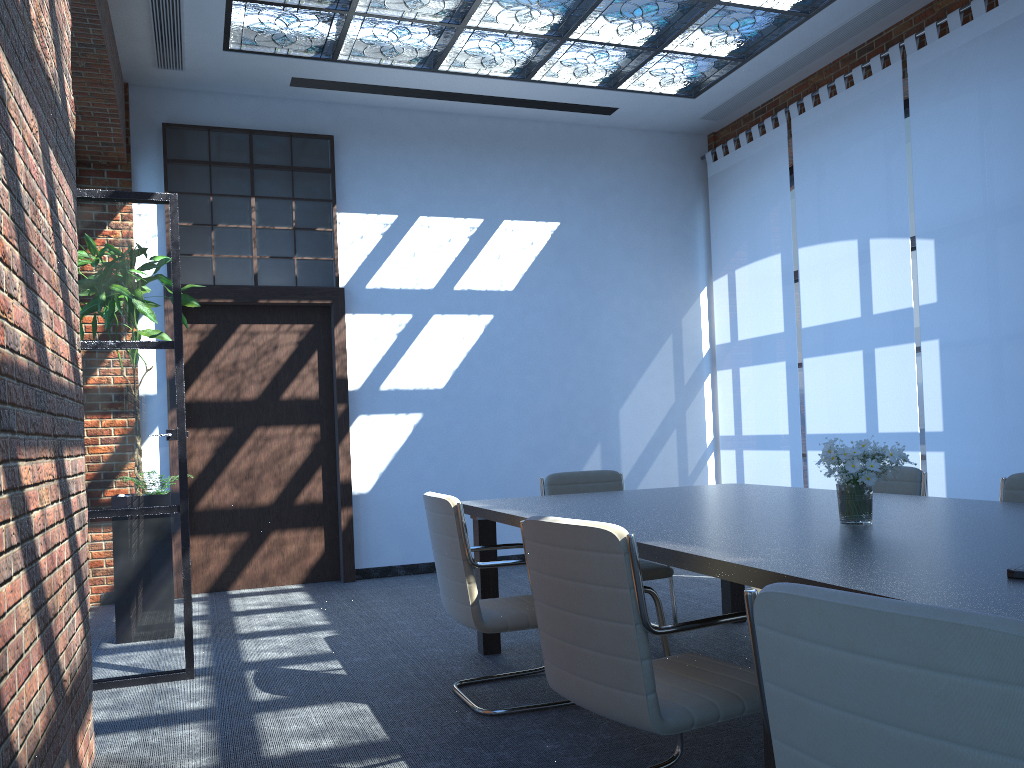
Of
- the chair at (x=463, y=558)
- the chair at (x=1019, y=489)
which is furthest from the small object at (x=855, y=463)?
the chair at (x=463, y=558)

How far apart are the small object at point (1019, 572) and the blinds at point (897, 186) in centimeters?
450cm

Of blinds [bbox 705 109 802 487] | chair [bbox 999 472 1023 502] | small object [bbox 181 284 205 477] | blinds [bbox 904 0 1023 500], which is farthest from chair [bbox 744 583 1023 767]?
blinds [bbox 705 109 802 487]

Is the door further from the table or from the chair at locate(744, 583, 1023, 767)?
the chair at locate(744, 583, 1023, 767)

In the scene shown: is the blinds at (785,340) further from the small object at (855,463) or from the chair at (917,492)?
the small object at (855,463)

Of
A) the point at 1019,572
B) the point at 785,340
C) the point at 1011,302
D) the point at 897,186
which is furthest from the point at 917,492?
the point at 785,340

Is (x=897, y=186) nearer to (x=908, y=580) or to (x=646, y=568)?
(x=646, y=568)

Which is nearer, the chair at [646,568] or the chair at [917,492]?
the chair at [917,492]

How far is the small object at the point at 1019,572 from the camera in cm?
192

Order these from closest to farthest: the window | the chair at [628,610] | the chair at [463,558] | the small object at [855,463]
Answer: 1. the chair at [628,610]
2. the small object at [855,463]
3. the chair at [463,558]
4. the window
